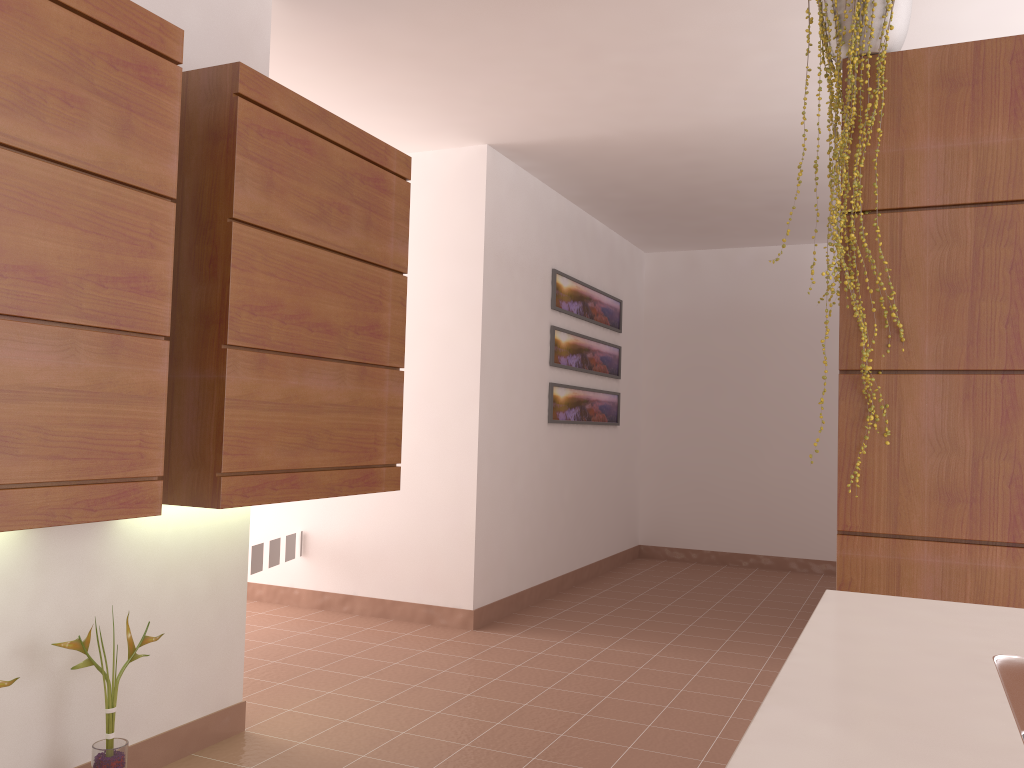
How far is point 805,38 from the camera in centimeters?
327cm

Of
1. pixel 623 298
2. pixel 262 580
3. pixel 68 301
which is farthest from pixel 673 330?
pixel 68 301

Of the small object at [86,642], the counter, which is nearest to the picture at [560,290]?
the small object at [86,642]

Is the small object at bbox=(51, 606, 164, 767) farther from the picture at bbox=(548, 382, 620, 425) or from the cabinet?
the picture at bbox=(548, 382, 620, 425)

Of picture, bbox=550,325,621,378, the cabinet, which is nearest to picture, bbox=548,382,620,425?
picture, bbox=550,325,621,378

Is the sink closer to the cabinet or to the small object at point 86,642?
the cabinet

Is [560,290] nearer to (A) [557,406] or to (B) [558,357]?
(B) [558,357]

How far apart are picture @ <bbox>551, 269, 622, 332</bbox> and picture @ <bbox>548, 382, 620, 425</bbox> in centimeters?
49cm

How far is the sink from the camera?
0.8m

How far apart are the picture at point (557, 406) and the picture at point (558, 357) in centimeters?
14cm
